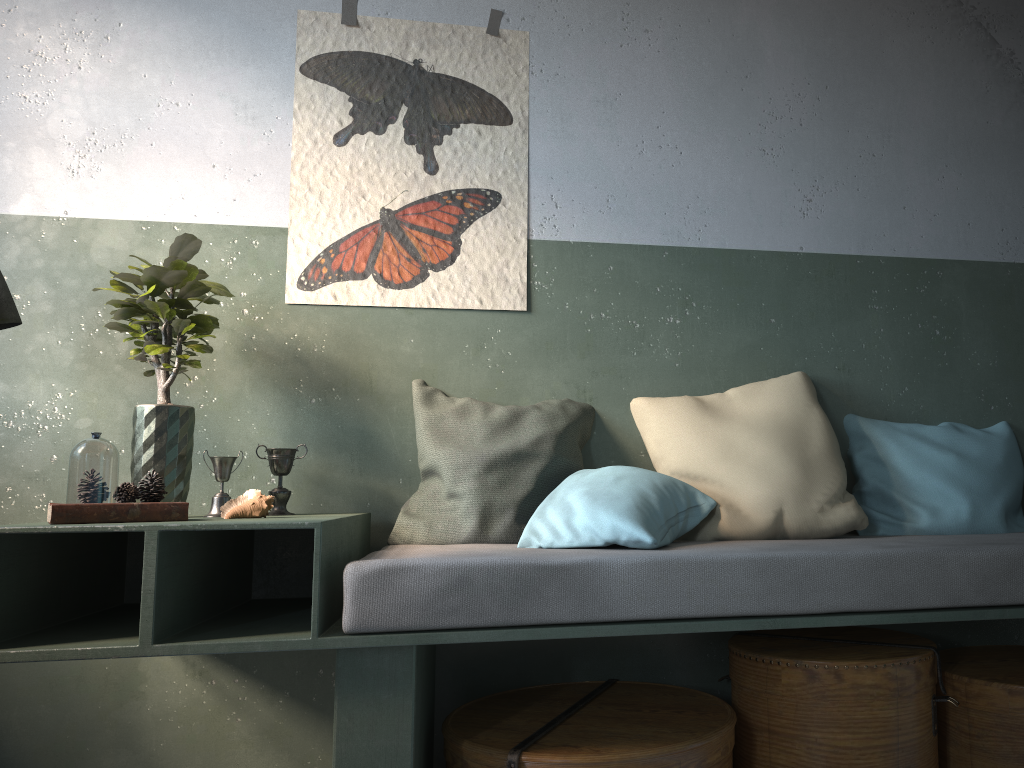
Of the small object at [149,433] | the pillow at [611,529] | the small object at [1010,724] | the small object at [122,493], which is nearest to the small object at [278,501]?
the small object at [149,433]

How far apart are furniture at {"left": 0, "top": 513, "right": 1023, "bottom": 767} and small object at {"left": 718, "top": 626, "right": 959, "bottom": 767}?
0.22m

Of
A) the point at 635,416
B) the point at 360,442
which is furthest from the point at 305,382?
the point at 635,416

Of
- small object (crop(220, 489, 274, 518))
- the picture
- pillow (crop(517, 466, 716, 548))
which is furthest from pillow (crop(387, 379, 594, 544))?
Result: small object (crop(220, 489, 274, 518))

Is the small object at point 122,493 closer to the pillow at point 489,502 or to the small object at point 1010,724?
the pillow at point 489,502

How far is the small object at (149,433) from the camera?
2.47m

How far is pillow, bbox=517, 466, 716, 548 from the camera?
2.3m

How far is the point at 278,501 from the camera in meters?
2.6 m

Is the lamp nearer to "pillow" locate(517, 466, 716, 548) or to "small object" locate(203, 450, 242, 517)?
"small object" locate(203, 450, 242, 517)

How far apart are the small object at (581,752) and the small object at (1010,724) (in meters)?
0.65
